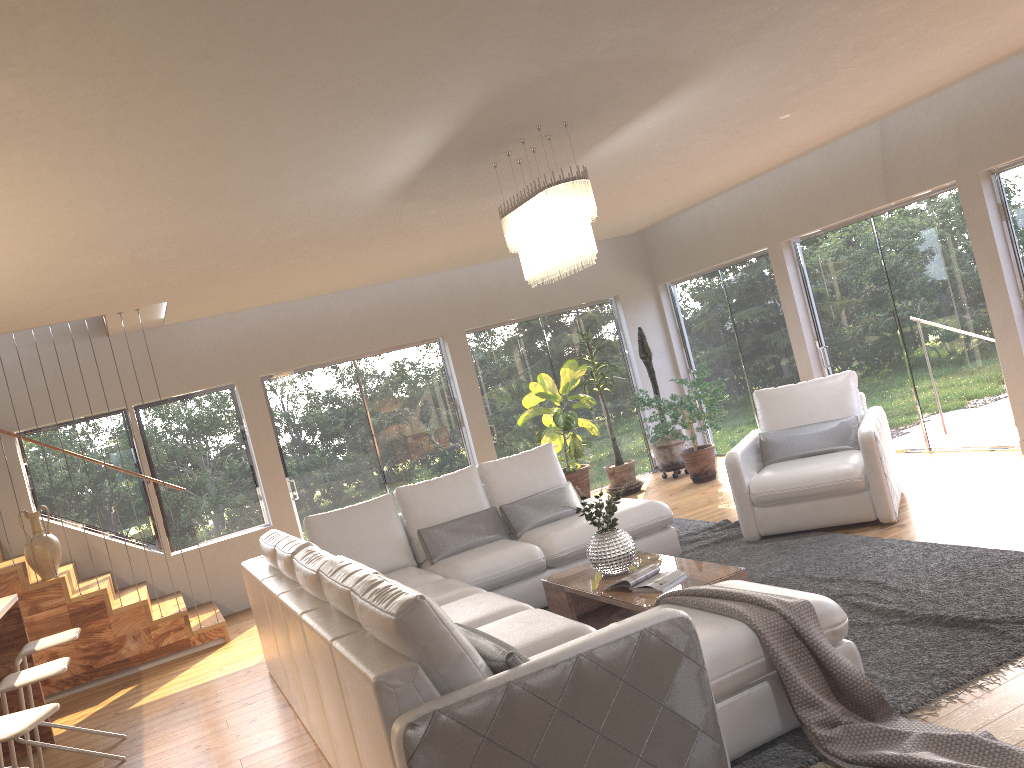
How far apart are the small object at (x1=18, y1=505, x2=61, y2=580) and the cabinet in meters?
1.4

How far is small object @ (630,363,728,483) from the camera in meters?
8.7

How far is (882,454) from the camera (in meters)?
5.69

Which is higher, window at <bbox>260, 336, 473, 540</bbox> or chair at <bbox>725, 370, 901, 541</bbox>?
window at <bbox>260, 336, 473, 540</bbox>

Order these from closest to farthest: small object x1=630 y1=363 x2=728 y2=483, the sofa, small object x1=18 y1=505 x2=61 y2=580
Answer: the sofa
small object x1=18 y1=505 x2=61 y2=580
small object x1=630 y1=363 x2=728 y2=483

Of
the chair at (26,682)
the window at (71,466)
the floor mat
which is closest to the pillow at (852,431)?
the floor mat

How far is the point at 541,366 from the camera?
10.04m

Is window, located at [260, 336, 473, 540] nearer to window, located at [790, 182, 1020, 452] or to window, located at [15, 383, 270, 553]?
window, located at [15, 383, 270, 553]

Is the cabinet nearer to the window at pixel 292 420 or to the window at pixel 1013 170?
the window at pixel 292 420

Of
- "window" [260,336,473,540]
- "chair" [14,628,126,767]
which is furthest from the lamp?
"window" [260,336,473,540]
